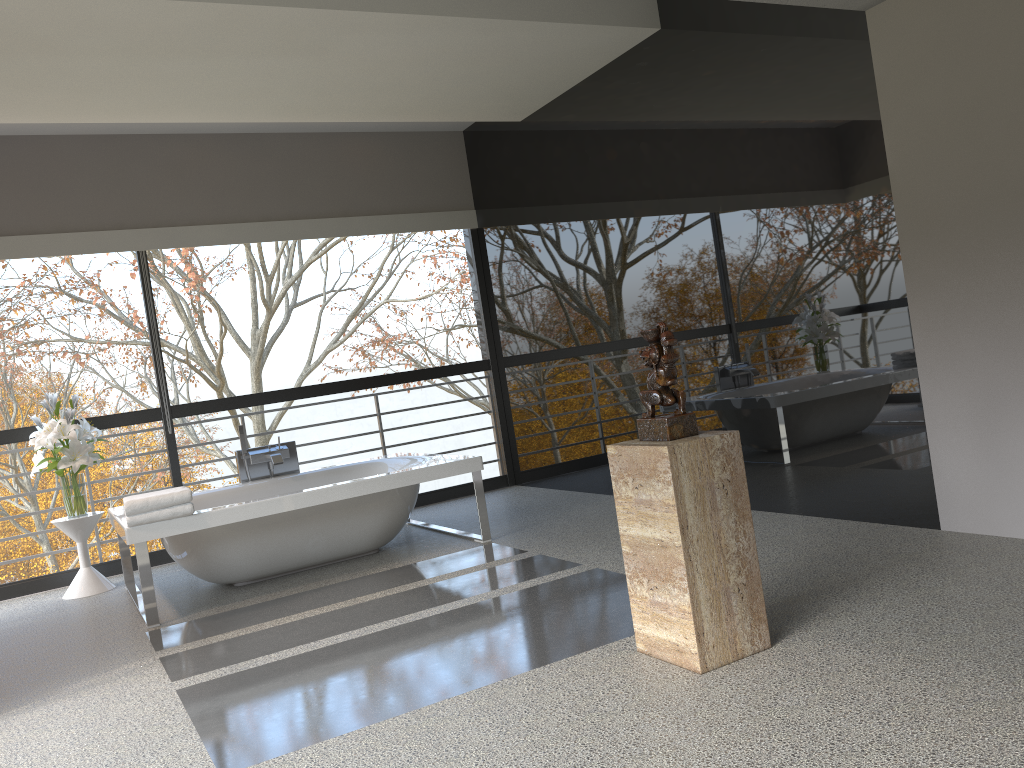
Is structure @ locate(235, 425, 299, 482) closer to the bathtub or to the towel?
the bathtub

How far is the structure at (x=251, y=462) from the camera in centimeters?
588cm

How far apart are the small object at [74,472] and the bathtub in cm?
31

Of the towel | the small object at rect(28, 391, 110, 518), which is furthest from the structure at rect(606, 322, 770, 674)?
the small object at rect(28, 391, 110, 518)

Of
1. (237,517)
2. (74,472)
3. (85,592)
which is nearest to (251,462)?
(74,472)

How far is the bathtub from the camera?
4.6 meters

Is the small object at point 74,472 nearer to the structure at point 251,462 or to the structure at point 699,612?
the structure at point 251,462

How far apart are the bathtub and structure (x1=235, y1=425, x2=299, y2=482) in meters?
0.1 m

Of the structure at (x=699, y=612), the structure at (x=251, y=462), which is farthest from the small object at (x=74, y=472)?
the structure at (x=699, y=612)

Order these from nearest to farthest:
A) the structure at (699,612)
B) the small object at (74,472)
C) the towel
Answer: the structure at (699,612) → the towel → the small object at (74,472)
